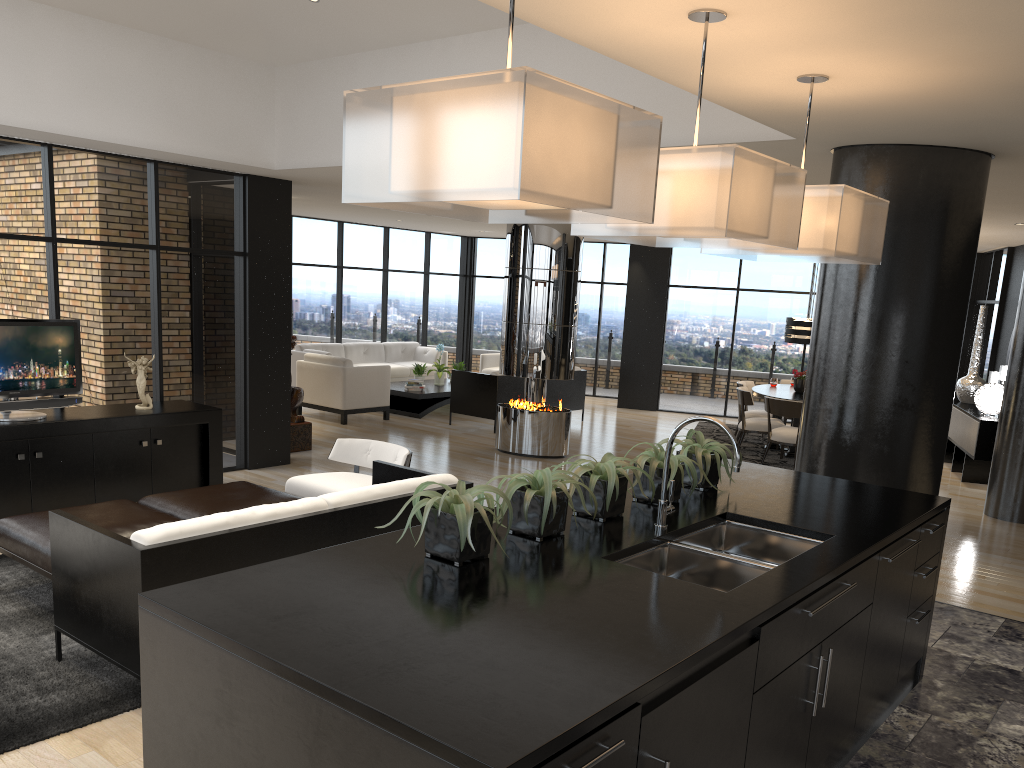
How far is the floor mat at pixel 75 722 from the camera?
3.6m

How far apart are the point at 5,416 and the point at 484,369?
9.10m

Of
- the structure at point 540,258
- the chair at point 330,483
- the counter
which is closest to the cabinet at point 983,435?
the structure at point 540,258

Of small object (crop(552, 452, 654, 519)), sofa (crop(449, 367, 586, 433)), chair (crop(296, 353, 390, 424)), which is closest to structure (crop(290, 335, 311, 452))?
chair (crop(296, 353, 390, 424))

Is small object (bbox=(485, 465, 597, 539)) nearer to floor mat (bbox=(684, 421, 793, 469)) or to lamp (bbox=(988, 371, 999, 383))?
floor mat (bbox=(684, 421, 793, 469))

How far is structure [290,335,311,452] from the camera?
9.5 meters

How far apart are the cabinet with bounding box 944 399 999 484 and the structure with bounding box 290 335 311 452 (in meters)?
7.17

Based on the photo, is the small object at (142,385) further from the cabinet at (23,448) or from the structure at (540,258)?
the structure at (540,258)

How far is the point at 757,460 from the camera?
10.44m

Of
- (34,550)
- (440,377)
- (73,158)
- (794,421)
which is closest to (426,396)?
(440,377)
